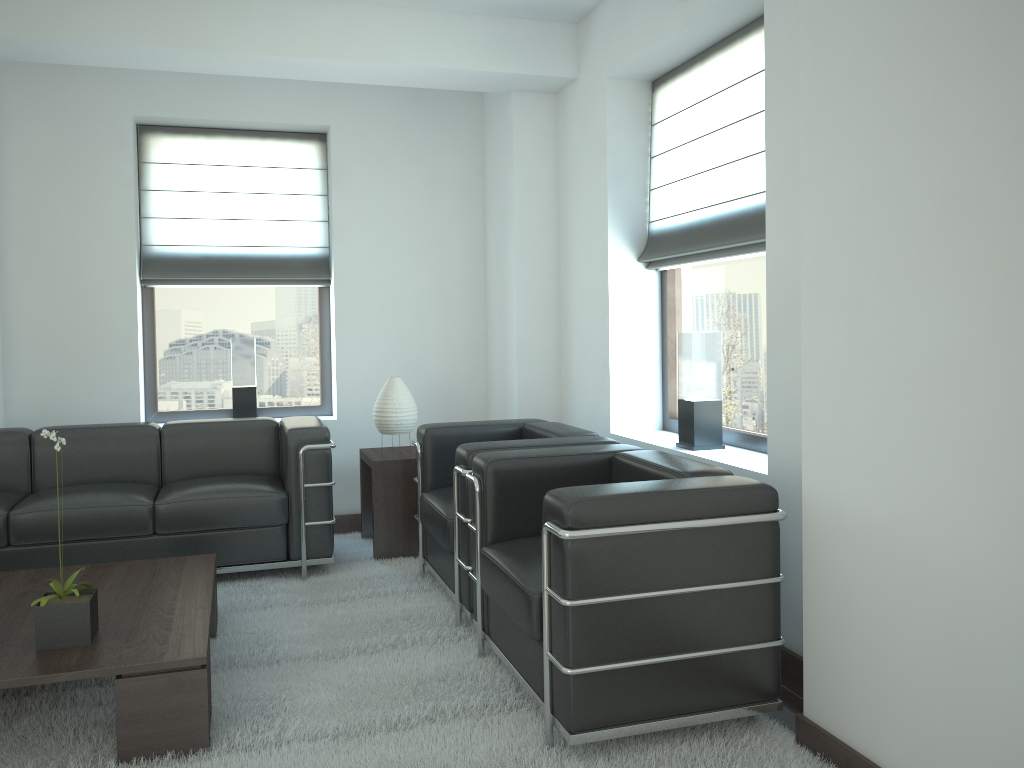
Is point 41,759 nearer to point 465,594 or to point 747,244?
point 465,594

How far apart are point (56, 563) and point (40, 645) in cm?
228

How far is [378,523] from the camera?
7.1m

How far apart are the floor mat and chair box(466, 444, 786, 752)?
0.1m

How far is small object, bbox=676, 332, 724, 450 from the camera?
5.8m

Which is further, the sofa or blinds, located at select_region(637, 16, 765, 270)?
the sofa

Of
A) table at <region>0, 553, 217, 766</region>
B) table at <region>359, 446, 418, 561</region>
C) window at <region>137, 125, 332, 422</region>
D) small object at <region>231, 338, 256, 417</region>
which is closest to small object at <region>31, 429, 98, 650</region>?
table at <region>0, 553, 217, 766</region>

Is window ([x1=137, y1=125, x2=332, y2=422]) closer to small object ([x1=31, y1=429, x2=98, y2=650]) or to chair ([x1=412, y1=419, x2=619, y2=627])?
chair ([x1=412, y1=419, x2=619, y2=627])

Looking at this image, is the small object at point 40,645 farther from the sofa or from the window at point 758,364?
the window at point 758,364

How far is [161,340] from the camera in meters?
8.2
